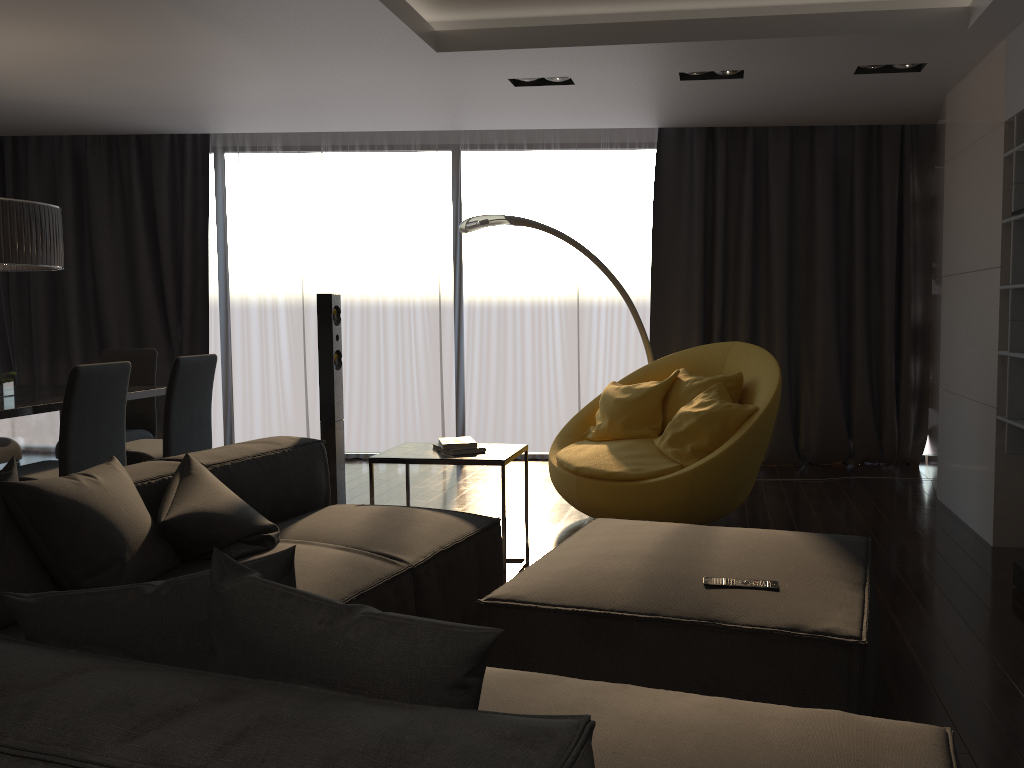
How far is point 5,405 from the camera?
4.3m

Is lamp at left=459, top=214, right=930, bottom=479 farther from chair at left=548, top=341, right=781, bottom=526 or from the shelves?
the shelves

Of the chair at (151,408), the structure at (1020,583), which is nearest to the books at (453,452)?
the structure at (1020,583)

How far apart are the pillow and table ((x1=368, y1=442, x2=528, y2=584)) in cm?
96

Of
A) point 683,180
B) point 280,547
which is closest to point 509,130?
point 683,180

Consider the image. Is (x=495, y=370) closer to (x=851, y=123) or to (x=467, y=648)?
(x=851, y=123)

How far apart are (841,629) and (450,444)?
2.09m

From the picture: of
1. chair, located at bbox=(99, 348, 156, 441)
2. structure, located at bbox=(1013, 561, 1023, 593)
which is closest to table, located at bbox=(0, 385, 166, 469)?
chair, located at bbox=(99, 348, 156, 441)

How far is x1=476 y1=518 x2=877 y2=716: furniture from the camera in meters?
2.1 m

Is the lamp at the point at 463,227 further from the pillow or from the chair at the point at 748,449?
the pillow
